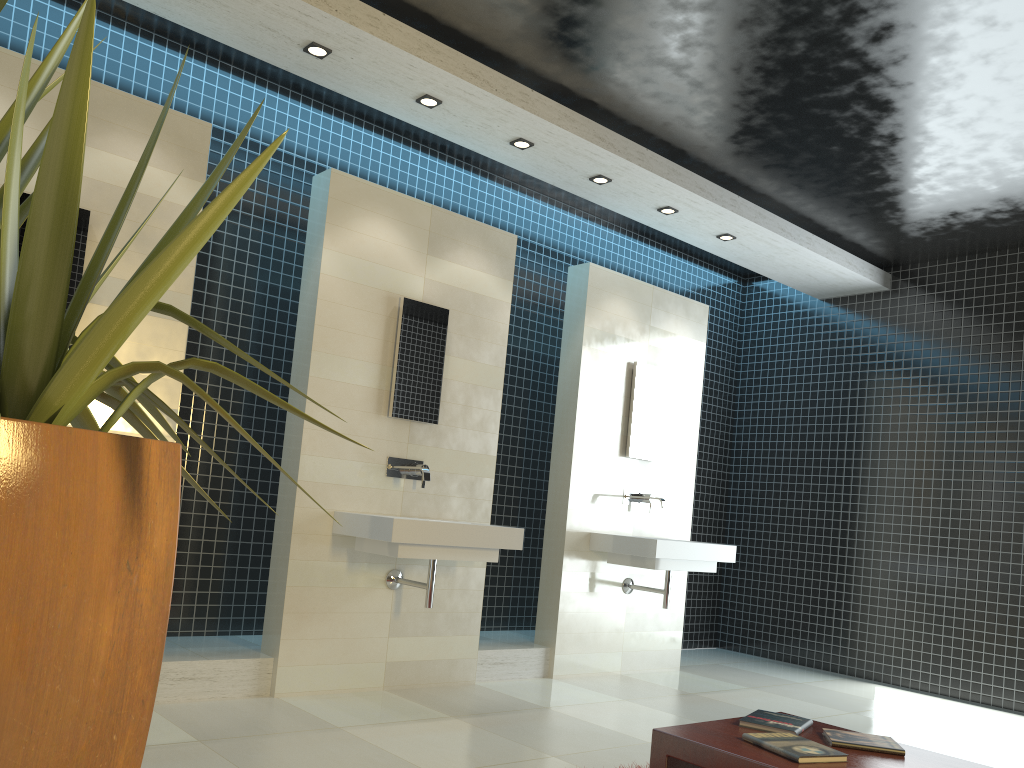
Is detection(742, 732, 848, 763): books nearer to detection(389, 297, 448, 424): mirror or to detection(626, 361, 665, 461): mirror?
detection(389, 297, 448, 424): mirror

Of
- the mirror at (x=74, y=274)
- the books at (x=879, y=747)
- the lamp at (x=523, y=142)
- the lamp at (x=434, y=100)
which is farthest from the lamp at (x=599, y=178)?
the books at (x=879, y=747)

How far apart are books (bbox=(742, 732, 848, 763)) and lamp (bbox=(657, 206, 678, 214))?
4.1m

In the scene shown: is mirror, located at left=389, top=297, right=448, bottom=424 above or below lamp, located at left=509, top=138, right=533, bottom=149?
below

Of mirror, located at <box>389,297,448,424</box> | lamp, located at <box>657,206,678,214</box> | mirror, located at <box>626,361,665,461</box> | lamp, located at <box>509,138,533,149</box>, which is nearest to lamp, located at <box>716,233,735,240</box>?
lamp, located at <box>657,206,678,214</box>

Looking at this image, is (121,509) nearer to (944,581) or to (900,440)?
(944,581)

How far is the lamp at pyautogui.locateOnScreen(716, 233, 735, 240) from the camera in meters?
6.3

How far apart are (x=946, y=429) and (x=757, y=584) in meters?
2.1

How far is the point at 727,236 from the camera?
6.35m

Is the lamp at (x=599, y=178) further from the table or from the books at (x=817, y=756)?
the books at (x=817, y=756)
